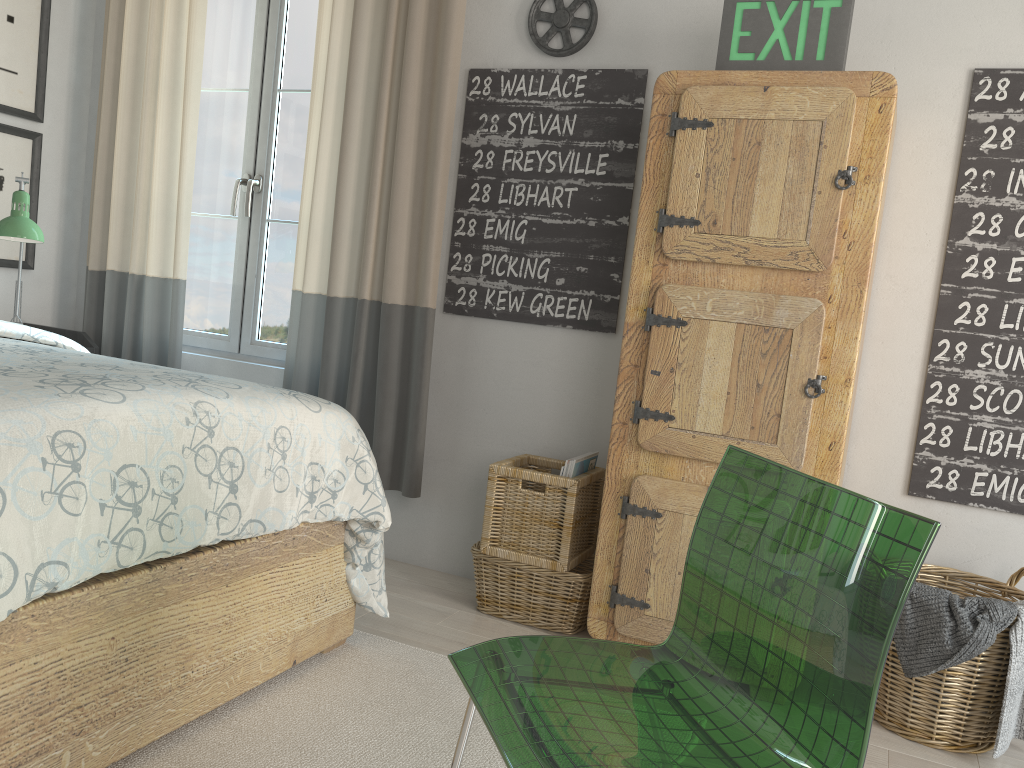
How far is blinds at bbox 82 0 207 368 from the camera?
3.2m

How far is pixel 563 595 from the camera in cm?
254

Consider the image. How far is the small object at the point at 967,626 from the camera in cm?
198

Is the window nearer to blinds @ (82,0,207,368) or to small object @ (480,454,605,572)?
blinds @ (82,0,207,368)

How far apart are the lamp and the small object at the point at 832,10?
2.15m

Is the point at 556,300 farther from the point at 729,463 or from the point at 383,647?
the point at 729,463

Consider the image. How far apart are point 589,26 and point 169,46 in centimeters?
156cm

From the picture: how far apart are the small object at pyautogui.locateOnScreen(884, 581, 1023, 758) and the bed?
1.2m

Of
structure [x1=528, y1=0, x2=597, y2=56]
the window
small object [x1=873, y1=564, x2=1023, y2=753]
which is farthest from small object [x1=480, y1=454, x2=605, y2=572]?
structure [x1=528, y1=0, x2=597, y2=56]

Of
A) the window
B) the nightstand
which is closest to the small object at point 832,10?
the window
